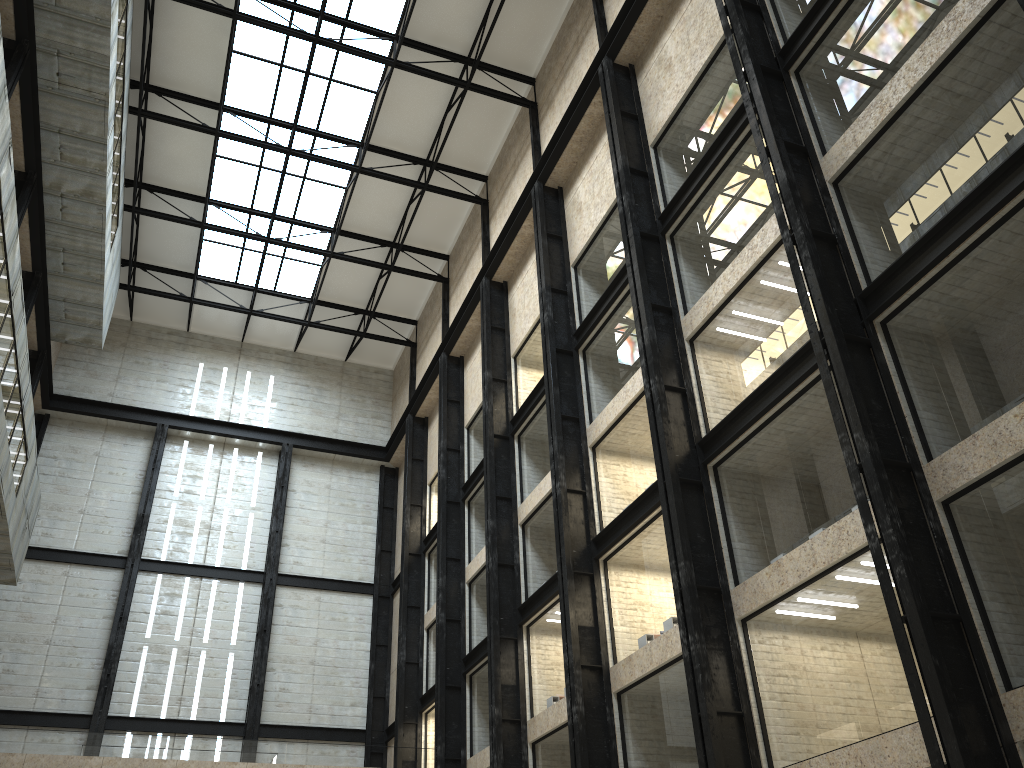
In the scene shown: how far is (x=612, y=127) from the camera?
42.16m
